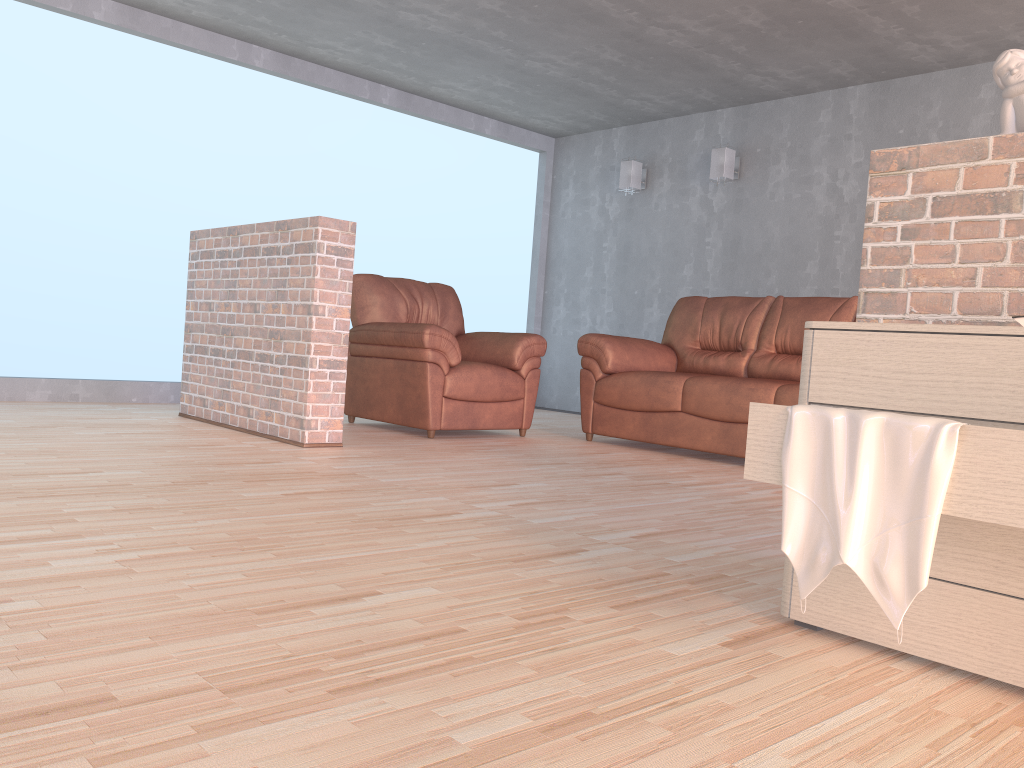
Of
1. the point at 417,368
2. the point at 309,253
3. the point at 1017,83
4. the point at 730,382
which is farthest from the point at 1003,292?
the point at 417,368

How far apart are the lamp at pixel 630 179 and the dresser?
5.6 meters

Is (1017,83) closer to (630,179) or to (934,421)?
(934,421)

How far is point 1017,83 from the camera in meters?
2.0

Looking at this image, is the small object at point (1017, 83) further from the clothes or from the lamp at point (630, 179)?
the lamp at point (630, 179)

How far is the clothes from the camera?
1.4 meters

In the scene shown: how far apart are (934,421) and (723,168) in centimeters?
551cm

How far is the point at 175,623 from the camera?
1.53m

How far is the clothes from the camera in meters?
1.4

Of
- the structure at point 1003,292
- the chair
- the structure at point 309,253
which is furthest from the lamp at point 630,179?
the structure at point 1003,292
